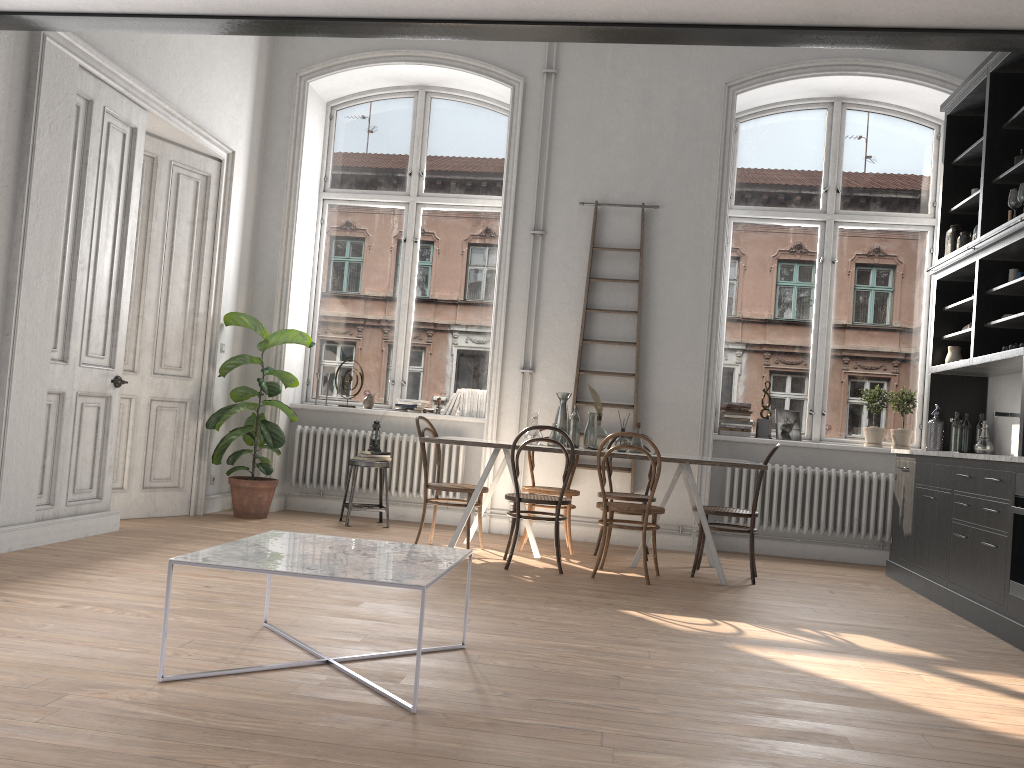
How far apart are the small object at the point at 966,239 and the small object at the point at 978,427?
1.3m

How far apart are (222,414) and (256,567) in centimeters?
440cm

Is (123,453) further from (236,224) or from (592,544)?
(592,544)

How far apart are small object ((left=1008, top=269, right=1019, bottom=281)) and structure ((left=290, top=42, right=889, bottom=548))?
3.4m

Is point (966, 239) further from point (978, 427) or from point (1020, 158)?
point (978, 427)

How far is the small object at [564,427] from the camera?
6.3m

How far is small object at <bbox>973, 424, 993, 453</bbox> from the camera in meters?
6.2 m

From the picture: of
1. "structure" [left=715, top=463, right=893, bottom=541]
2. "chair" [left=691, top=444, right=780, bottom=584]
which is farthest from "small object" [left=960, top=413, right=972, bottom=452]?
"chair" [left=691, top=444, right=780, bottom=584]

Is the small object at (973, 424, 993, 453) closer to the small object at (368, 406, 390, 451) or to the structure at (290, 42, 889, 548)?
the structure at (290, 42, 889, 548)

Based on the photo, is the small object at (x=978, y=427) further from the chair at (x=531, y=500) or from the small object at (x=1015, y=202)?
the chair at (x=531, y=500)
